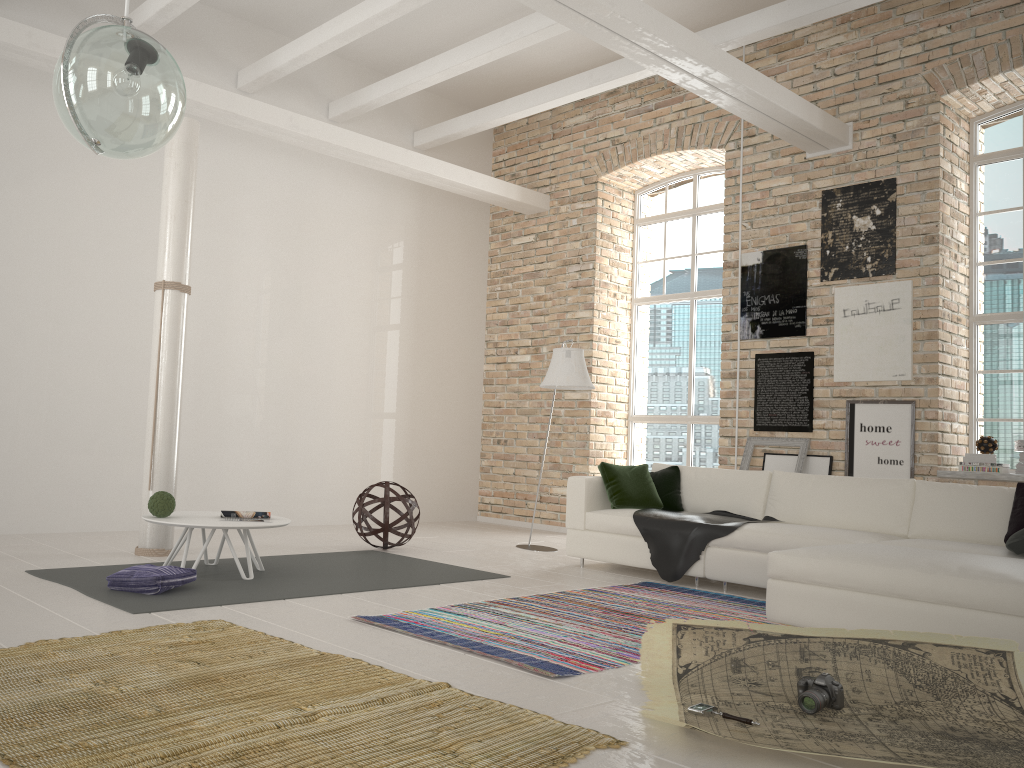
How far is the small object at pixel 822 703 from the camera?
3.0m

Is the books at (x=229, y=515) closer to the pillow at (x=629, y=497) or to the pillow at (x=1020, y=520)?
the pillow at (x=629, y=497)

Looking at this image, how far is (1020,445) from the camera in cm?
648

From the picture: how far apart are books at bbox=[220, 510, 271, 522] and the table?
0.0m

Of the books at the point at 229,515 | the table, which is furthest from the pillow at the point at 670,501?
the books at the point at 229,515

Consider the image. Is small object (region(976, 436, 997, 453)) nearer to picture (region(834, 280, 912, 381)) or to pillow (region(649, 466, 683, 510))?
picture (region(834, 280, 912, 381))

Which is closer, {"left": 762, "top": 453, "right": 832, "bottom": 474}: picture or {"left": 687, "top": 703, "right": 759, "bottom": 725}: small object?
{"left": 687, "top": 703, "right": 759, "bottom": 725}: small object

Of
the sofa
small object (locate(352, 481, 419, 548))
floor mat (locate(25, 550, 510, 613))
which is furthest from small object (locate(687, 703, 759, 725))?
small object (locate(352, 481, 419, 548))

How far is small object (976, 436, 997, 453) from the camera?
6.5m

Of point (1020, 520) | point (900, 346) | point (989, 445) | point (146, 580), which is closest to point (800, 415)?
point (900, 346)
